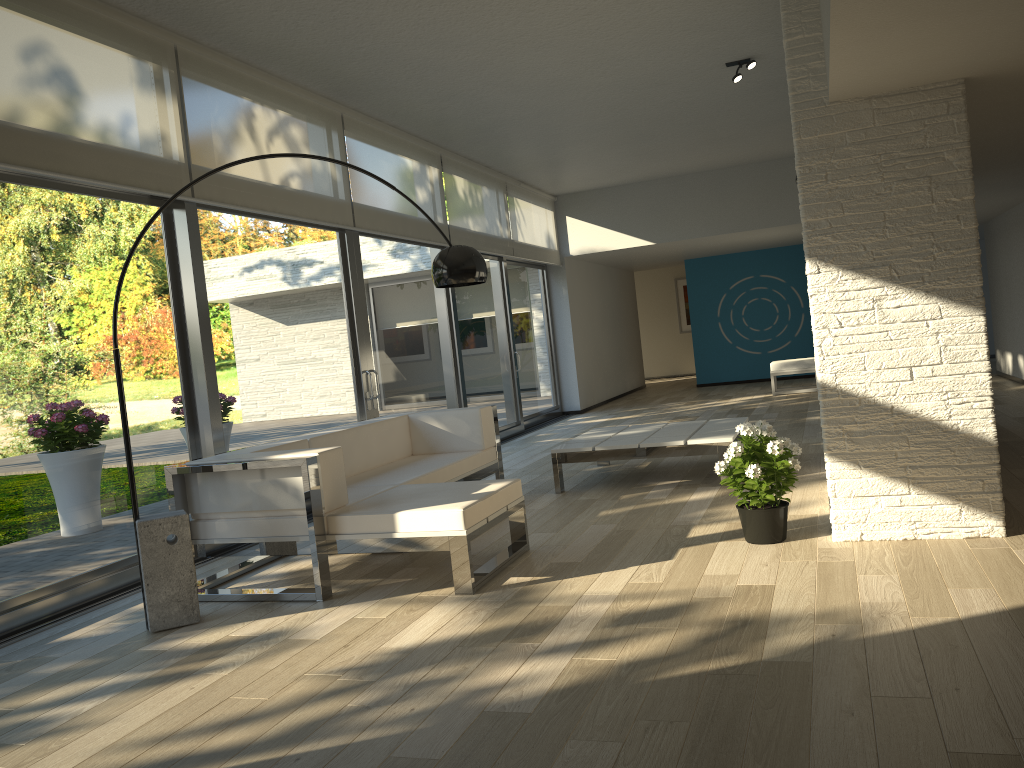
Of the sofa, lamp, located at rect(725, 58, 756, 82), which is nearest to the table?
the sofa

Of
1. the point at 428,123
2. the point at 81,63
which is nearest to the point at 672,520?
the point at 81,63

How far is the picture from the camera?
18.97m

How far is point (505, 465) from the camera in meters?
7.8 m

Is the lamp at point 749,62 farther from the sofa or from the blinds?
the sofa

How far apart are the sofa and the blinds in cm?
151

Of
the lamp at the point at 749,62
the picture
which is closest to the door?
the lamp at the point at 749,62

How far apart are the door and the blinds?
0.05m

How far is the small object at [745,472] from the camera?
4.0 meters

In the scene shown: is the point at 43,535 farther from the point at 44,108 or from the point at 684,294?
the point at 684,294
